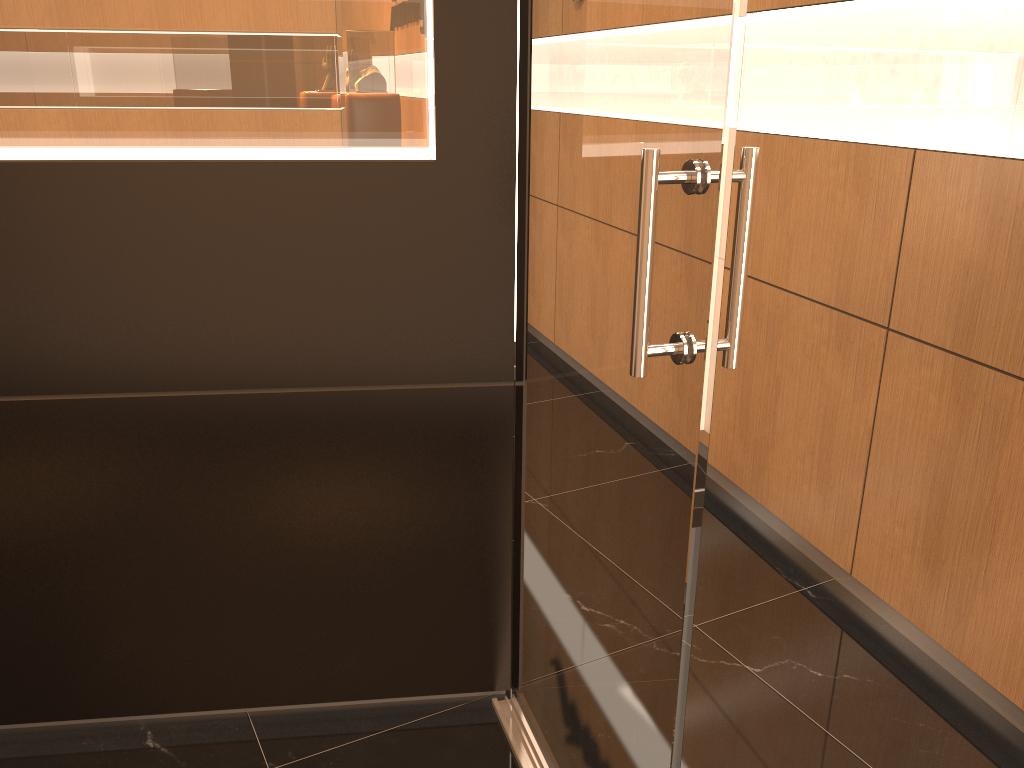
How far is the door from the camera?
1.2m

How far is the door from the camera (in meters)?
1.22

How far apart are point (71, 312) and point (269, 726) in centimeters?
118cm

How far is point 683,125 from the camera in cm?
122
